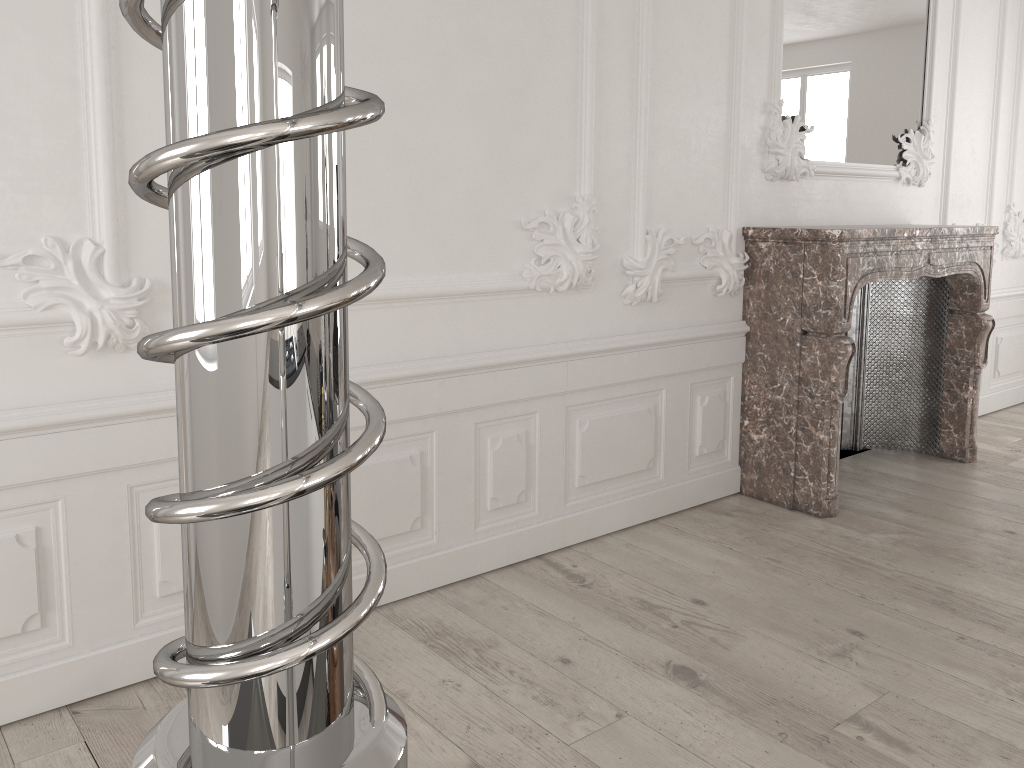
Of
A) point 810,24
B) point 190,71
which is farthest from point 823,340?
point 190,71

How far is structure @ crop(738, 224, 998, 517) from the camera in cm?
374

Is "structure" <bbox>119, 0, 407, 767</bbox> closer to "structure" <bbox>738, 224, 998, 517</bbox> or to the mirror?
"structure" <bbox>738, 224, 998, 517</bbox>

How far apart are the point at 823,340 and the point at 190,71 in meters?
3.9

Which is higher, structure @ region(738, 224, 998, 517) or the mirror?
the mirror

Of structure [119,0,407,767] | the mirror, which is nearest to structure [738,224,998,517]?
the mirror

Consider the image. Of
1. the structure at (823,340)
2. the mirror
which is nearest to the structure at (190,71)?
the structure at (823,340)

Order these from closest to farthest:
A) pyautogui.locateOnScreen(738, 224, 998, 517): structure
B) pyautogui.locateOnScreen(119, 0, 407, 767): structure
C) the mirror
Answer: pyautogui.locateOnScreen(119, 0, 407, 767): structure, pyautogui.locateOnScreen(738, 224, 998, 517): structure, the mirror

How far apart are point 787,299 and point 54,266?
2.85m

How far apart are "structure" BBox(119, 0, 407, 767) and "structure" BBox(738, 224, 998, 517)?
3.79m
